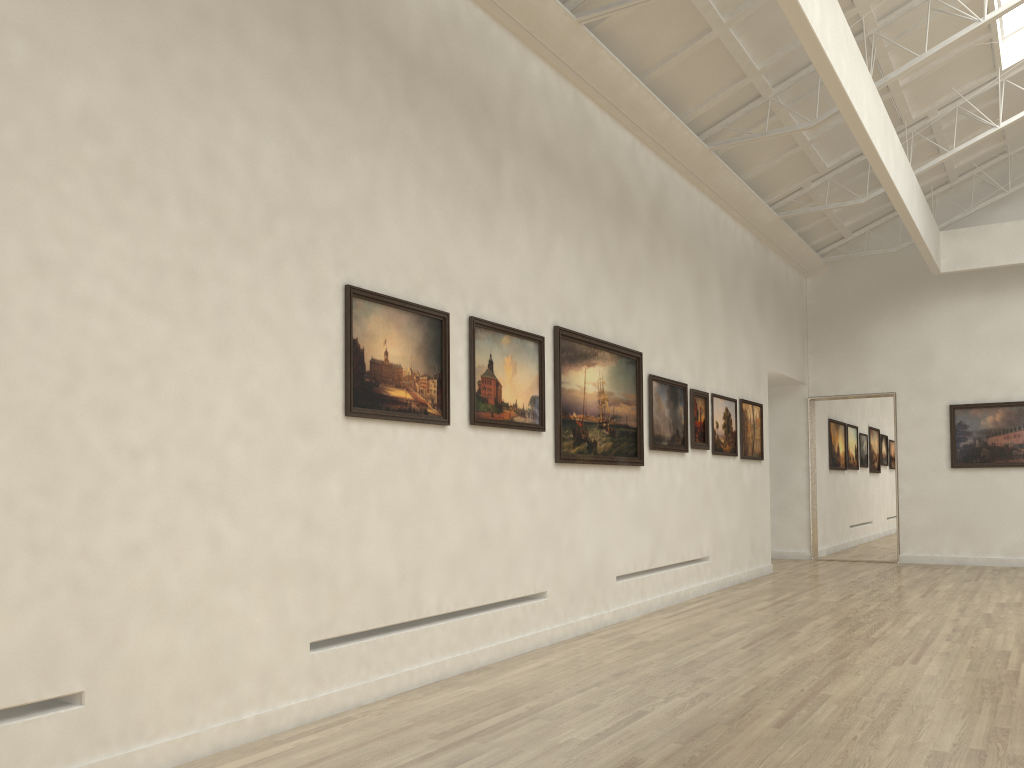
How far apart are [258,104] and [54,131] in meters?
2.5
